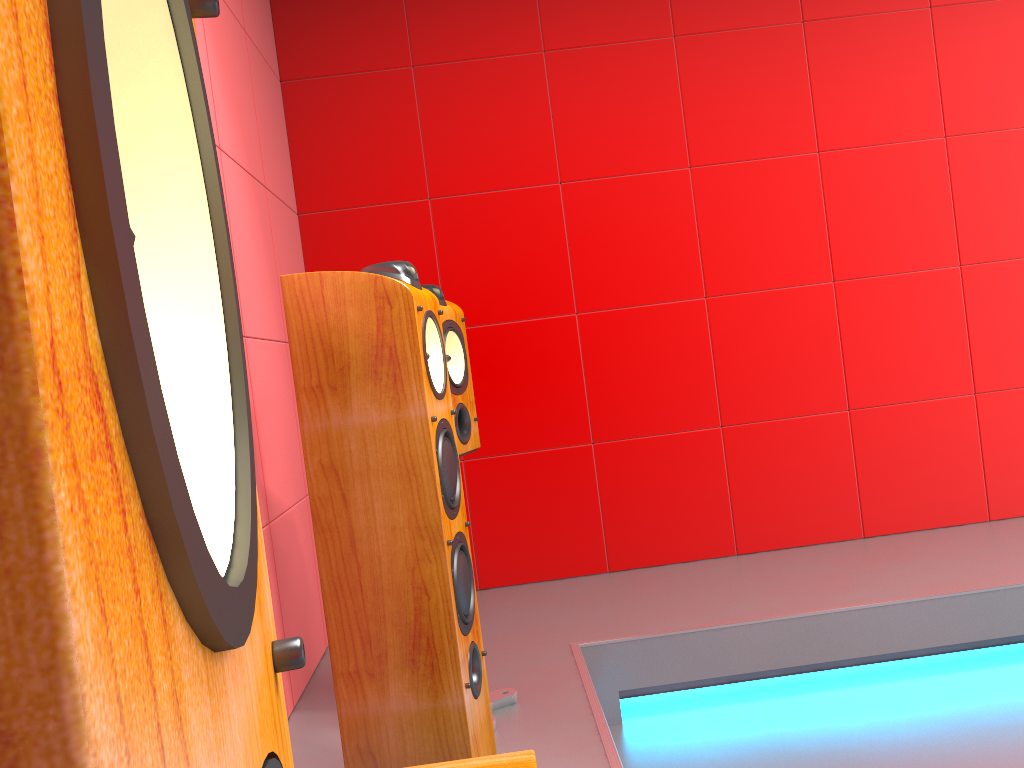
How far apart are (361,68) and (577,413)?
1.5m

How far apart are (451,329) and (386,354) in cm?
62

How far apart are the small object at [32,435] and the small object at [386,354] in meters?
1.2 m

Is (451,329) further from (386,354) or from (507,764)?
(507,764)

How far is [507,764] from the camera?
1.1m

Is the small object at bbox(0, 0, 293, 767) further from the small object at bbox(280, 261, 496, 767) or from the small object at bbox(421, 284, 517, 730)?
the small object at bbox(421, 284, 517, 730)

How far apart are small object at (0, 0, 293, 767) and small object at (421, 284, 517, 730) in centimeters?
183cm

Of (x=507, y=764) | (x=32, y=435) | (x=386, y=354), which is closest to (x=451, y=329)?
(x=386, y=354)

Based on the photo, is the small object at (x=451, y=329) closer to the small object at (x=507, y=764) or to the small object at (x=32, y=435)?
the small object at (x=507, y=764)

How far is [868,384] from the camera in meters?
3.4
